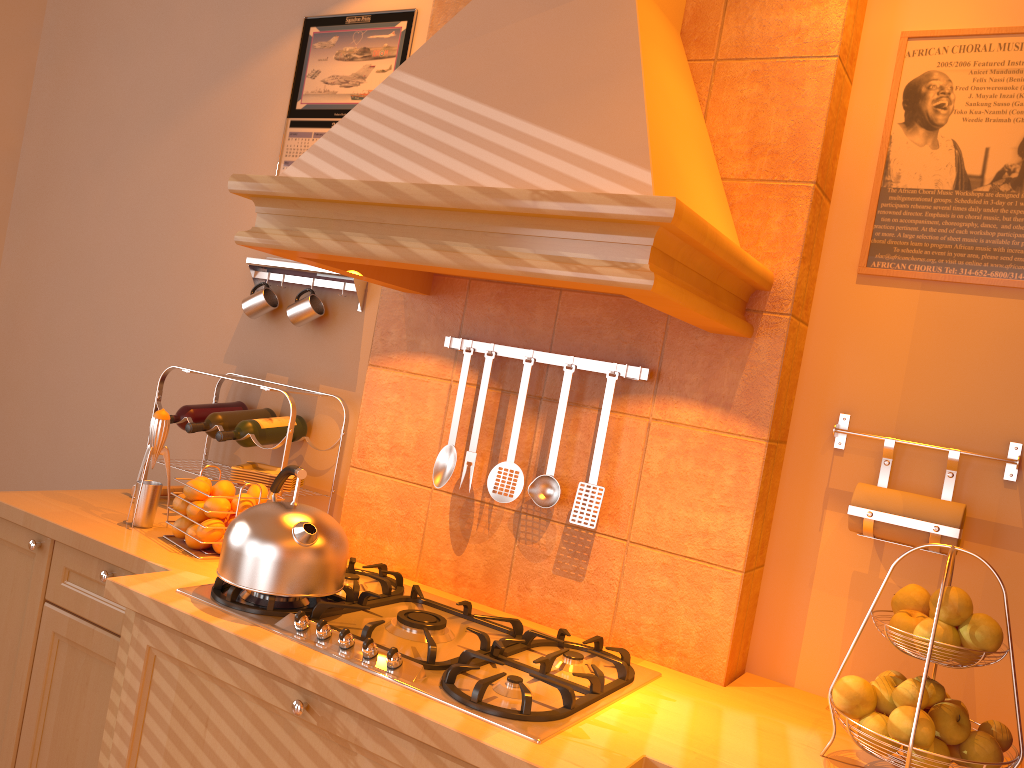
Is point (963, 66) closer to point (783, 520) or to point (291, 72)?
point (783, 520)

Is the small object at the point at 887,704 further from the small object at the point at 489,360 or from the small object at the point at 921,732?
the small object at the point at 489,360

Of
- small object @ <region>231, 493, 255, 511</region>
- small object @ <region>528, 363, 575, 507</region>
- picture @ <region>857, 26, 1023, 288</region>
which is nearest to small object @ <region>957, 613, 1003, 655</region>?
picture @ <region>857, 26, 1023, 288</region>

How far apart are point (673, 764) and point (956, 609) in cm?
47

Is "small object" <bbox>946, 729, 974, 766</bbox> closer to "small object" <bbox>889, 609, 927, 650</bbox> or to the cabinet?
"small object" <bbox>889, 609, 927, 650</bbox>

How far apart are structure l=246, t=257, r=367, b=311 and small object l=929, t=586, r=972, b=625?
1.6m

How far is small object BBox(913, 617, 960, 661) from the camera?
1.28m

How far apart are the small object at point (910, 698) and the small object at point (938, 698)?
0.1 meters

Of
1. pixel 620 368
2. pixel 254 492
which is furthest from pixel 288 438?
pixel 620 368

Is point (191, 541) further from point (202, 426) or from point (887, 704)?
point (887, 704)
